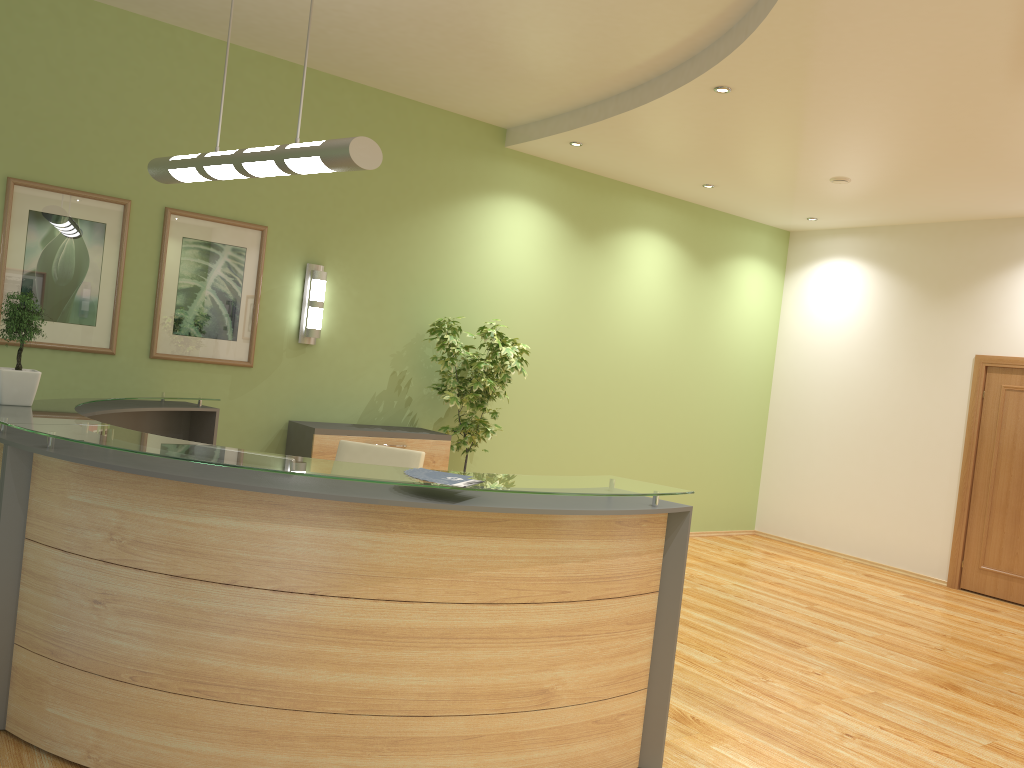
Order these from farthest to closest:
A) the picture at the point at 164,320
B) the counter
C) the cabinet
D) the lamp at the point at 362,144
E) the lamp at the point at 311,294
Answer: the lamp at the point at 311,294, the cabinet, the picture at the point at 164,320, the lamp at the point at 362,144, the counter

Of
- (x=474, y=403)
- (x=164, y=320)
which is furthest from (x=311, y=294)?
(x=474, y=403)

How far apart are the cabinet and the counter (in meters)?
0.88

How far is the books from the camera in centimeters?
301cm

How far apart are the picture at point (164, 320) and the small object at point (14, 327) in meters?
1.9 m

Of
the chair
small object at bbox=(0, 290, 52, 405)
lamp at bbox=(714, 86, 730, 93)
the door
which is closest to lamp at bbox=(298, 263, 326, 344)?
the chair

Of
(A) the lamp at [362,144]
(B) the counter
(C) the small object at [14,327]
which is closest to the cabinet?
(B) the counter

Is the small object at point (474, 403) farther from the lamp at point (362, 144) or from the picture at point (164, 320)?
the lamp at point (362, 144)

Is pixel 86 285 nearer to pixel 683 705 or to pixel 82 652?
pixel 82 652

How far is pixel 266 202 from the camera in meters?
6.2
